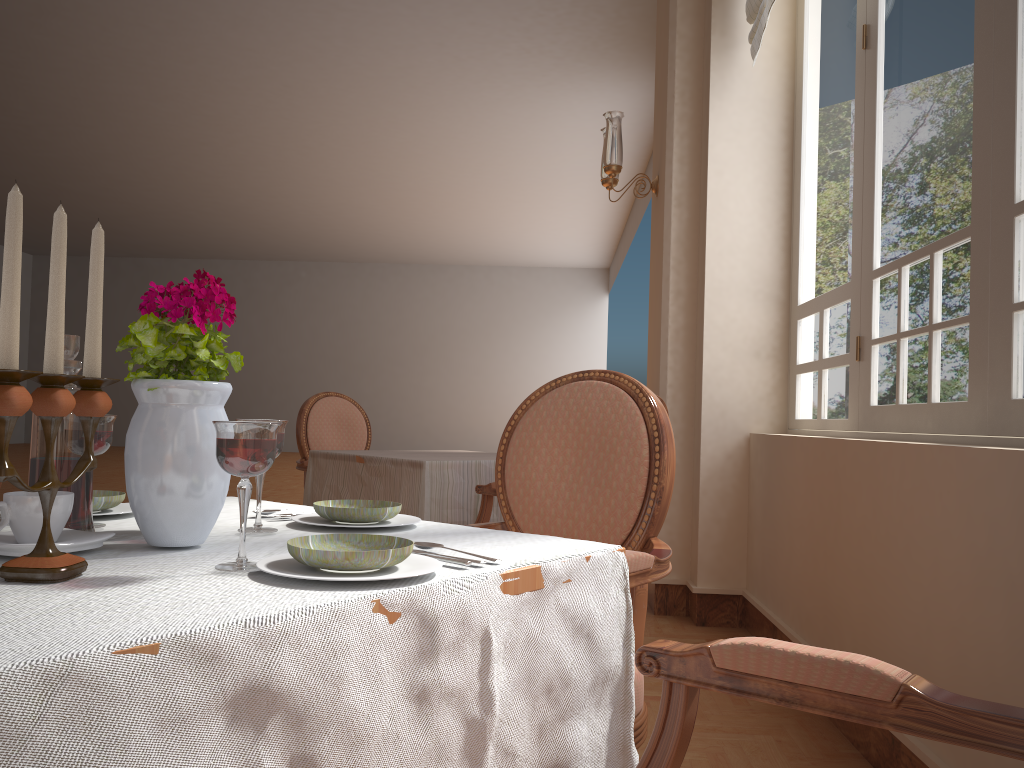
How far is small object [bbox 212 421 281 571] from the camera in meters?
0.8

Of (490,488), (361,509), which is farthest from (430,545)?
(490,488)

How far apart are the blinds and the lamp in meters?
0.7

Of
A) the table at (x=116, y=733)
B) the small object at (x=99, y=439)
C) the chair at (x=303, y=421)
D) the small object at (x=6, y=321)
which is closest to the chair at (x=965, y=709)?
the table at (x=116, y=733)

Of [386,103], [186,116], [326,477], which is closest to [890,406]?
[326,477]

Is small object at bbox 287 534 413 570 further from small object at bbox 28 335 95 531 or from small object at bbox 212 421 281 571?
small object at bbox 28 335 95 531

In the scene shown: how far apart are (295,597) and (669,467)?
1.0 meters

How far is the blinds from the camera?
3.4m

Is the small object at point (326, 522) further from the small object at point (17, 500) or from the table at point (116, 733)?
the small object at point (17, 500)

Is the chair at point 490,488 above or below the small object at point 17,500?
below
